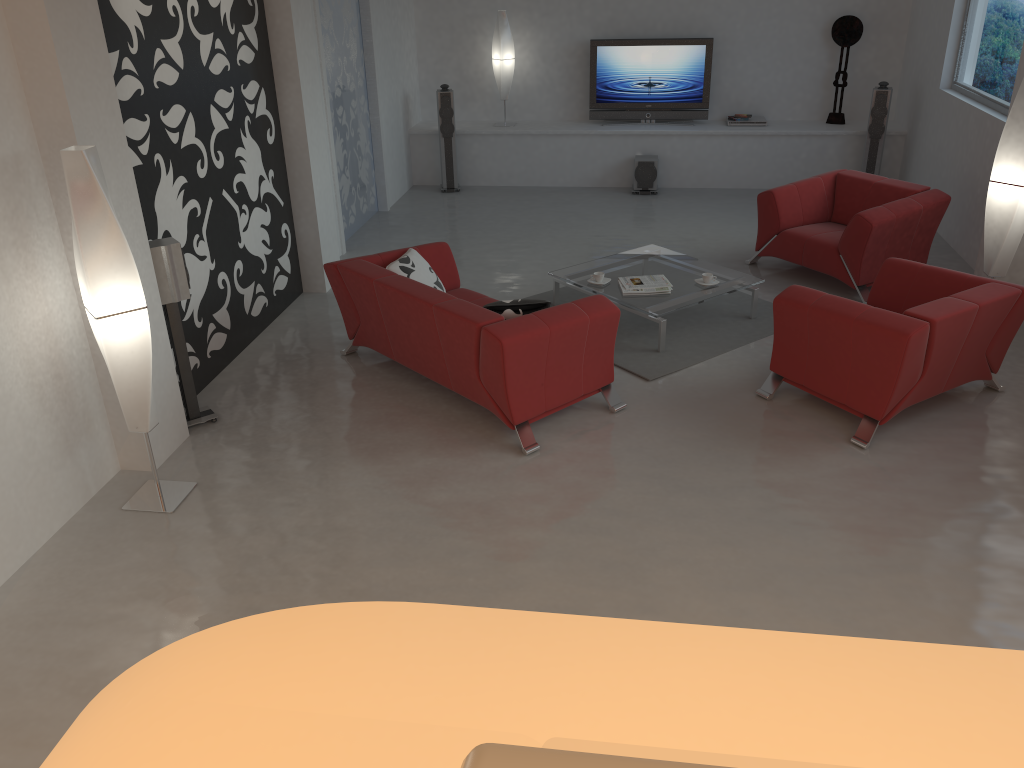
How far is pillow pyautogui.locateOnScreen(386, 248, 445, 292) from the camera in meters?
5.7

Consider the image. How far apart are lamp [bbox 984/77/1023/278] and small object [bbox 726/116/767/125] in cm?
439

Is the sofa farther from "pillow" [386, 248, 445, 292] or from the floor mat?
the floor mat

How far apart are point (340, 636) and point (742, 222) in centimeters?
835cm

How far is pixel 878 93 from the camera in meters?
9.1 m

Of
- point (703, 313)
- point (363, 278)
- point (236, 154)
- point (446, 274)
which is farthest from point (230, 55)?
point (703, 313)

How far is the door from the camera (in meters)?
7.97

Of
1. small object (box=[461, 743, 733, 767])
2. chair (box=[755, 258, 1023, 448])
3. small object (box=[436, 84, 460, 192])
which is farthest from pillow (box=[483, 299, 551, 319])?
small object (box=[436, 84, 460, 192])

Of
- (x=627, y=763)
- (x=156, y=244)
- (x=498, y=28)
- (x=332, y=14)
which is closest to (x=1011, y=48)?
(x=498, y=28)

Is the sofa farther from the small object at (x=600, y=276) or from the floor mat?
the small object at (x=600, y=276)
